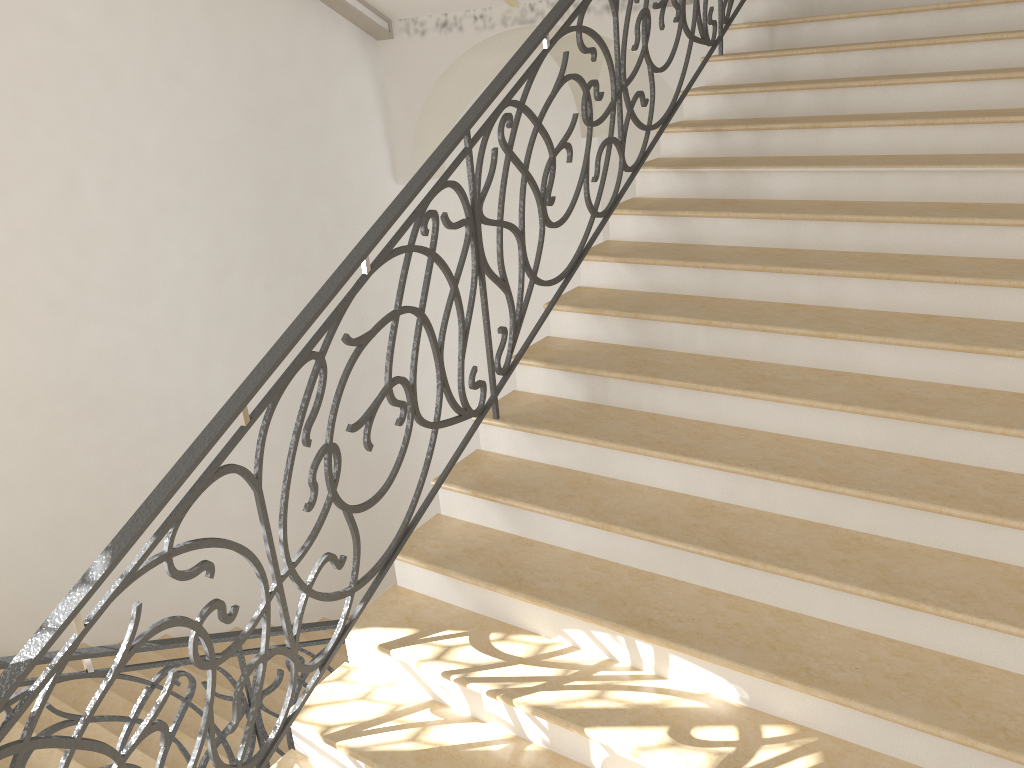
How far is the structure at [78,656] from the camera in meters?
3.1 m

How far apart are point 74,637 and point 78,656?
1.0 meters

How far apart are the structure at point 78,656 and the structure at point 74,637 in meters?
0.7 m

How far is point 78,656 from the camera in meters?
3.1 m

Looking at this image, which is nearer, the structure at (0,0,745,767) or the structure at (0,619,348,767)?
the structure at (0,0,745,767)

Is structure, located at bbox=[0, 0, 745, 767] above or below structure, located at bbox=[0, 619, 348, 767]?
above

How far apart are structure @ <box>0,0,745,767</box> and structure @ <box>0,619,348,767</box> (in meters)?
0.72

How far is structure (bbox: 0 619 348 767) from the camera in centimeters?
307cm
